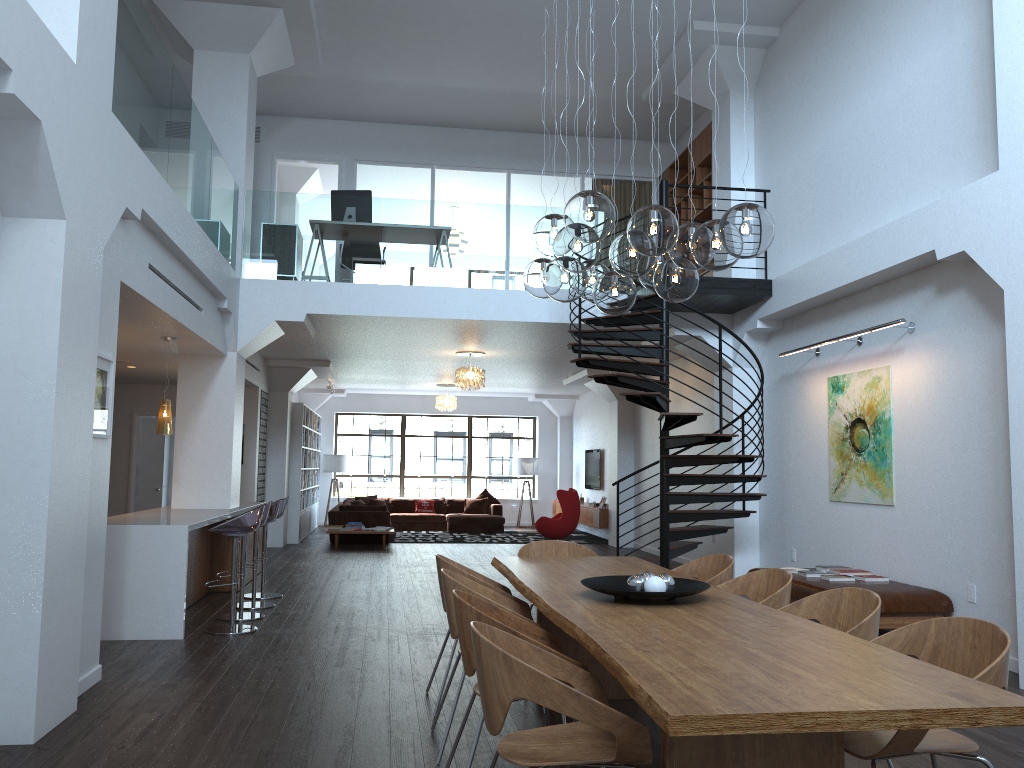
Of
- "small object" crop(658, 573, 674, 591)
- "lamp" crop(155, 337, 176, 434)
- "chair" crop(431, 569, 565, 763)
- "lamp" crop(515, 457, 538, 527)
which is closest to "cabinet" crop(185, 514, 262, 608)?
"lamp" crop(155, 337, 176, 434)

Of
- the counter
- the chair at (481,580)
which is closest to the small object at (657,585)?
the chair at (481,580)

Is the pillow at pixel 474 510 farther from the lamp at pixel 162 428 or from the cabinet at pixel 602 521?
the lamp at pixel 162 428

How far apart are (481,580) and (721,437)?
4.2 meters

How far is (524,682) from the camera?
2.58m

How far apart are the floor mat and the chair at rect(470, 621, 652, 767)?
13.19m

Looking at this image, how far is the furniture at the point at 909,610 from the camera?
6.6 meters

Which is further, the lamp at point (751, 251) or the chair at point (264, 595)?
the chair at point (264, 595)

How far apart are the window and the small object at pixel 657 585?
16.9m

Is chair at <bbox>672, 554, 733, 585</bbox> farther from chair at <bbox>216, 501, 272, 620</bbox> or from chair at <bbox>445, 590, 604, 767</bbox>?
chair at <bbox>216, 501, 272, 620</bbox>
